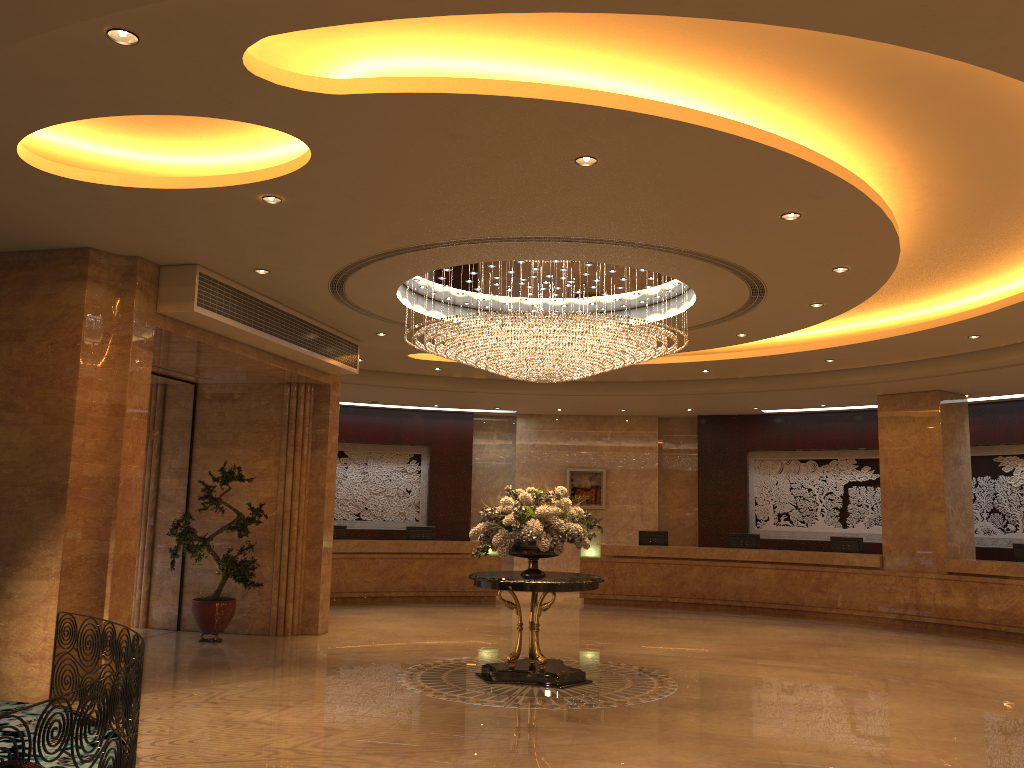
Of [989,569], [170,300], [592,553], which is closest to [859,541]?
[989,569]

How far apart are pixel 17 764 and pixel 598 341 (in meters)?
6.86

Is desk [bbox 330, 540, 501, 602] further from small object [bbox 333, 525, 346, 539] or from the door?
the door

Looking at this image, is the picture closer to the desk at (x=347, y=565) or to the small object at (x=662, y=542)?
the small object at (x=662, y=542)

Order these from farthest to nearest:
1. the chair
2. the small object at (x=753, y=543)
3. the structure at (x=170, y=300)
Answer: the small object at (x=753, y=543) → the structure at (x=170, y=300) → the chair

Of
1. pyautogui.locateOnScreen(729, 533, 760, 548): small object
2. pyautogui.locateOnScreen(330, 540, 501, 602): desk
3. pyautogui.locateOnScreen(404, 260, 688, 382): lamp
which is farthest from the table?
pyautogui.locateOnScreen(729, 533, 760, 548): small object

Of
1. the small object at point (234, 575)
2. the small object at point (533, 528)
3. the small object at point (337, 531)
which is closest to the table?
the small object at point (533, 528)

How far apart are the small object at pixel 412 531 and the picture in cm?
355

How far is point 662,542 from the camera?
17.96m

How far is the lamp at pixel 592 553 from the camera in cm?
1764
